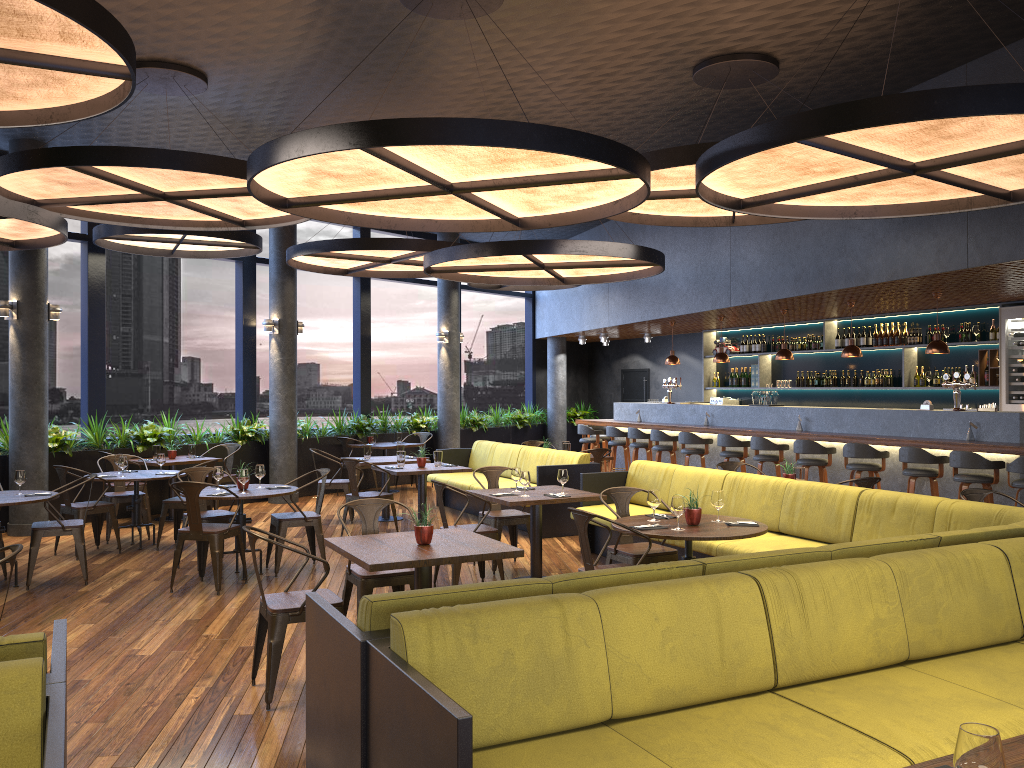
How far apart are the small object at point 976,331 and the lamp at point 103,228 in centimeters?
916cm

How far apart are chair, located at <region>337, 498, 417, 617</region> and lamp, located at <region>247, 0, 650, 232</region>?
2.17m

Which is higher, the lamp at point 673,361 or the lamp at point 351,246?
the lamp at point 351,246

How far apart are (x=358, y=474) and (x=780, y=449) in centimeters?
623cm

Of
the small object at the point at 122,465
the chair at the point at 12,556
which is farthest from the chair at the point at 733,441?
the chair at the point at 12,556

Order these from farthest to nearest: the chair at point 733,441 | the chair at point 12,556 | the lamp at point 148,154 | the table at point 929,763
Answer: the chair at point 733,441 → the lamp at point 148,154 → the chair at point 12,556 → the table at point 929,763

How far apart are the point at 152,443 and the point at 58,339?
5.0 meters

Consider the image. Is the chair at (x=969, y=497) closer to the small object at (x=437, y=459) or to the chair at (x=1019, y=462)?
the chair at (x=1019, y=462)

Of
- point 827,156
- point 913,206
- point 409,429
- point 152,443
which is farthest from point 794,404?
point 152,443

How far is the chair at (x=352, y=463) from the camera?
9.45m
